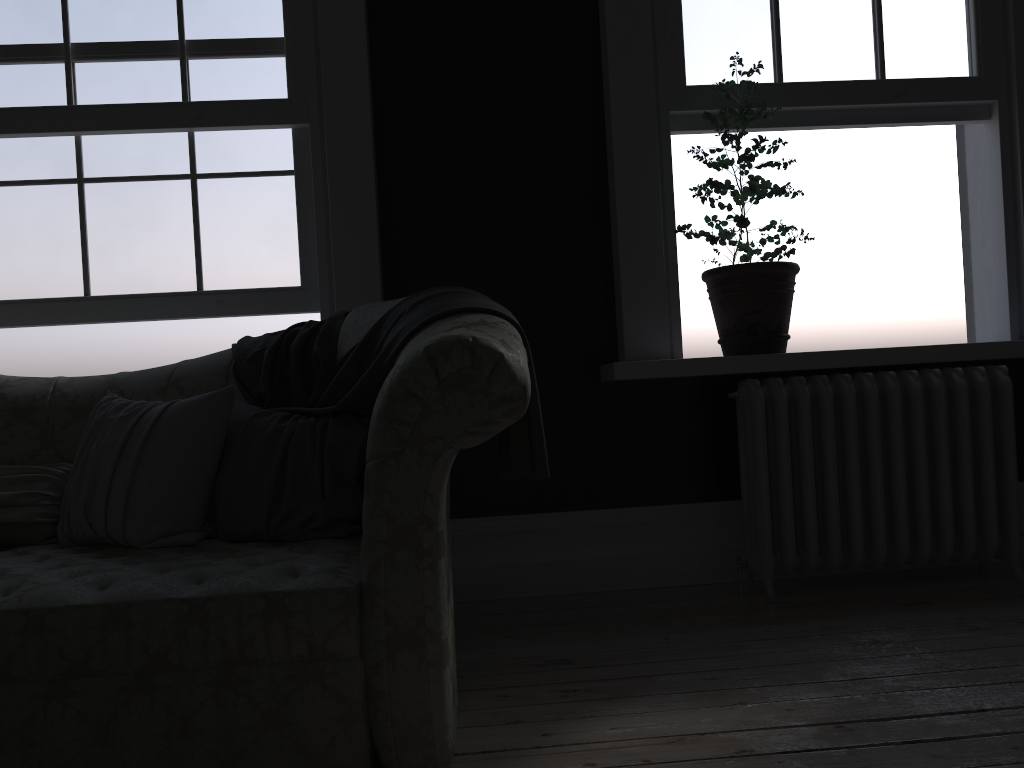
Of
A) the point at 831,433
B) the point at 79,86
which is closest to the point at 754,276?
the point at 831,433

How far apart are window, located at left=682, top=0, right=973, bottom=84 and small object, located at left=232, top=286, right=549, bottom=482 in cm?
165

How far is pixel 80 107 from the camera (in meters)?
3.37

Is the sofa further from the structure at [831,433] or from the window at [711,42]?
the window at [711,42]

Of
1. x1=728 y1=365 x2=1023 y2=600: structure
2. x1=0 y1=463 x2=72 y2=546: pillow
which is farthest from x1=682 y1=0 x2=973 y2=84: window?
x1=0 y1=463 x2=72 y2=546: pillow

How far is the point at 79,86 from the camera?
3.4m

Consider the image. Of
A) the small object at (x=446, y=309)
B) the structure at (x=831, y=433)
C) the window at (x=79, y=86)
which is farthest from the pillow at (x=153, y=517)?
the structure at (x=831, y=433)

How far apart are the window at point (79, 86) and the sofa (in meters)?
0.62

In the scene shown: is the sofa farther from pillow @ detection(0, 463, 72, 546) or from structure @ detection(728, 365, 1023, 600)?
structure @ detection(728, 365, 1023, 600)

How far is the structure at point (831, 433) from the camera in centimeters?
327cm
